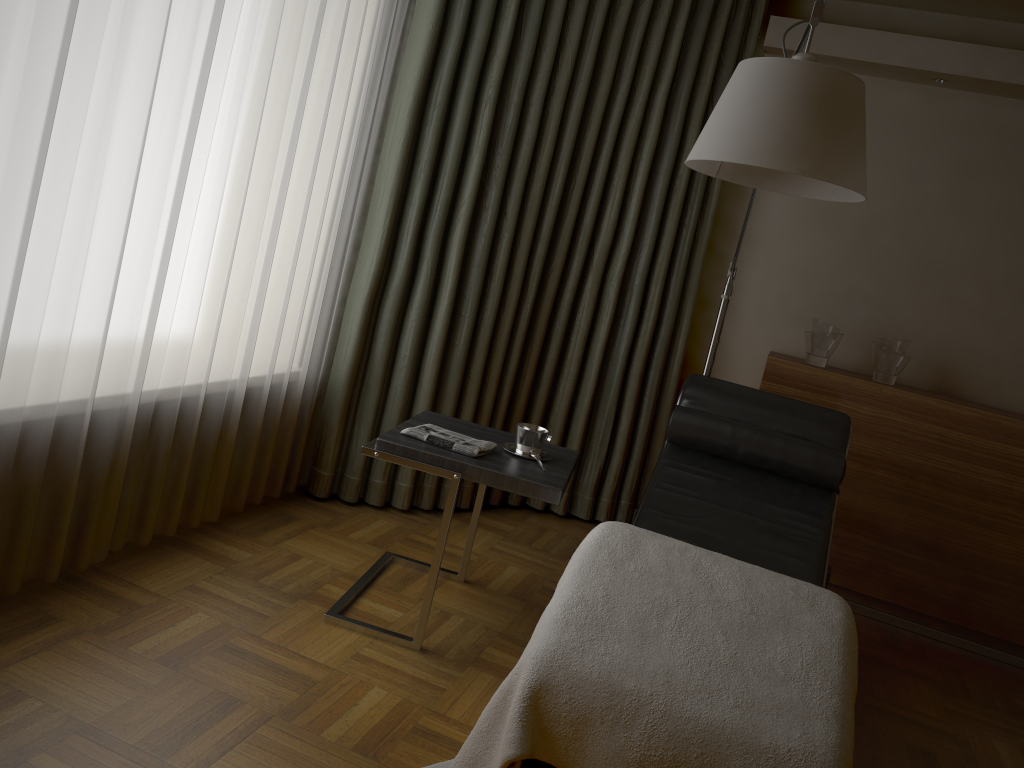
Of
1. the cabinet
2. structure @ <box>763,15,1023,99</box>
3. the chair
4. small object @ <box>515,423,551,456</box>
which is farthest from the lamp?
structure @ <box>763,15,1023,99</box>

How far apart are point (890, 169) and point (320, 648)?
3.0 meters

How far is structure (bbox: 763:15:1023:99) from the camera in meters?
3.4 m

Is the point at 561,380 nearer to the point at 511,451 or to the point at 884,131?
the point at 511,451

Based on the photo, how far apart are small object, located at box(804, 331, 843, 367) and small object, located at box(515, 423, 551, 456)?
1.53m

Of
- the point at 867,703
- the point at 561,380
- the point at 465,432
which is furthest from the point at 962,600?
the point at 465,432

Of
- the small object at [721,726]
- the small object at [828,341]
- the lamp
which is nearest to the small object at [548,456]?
the small object at [721,726]

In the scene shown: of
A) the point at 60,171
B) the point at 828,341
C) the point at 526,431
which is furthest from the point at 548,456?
the point at 828,341

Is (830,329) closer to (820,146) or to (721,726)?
(820,146)

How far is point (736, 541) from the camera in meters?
2.7
